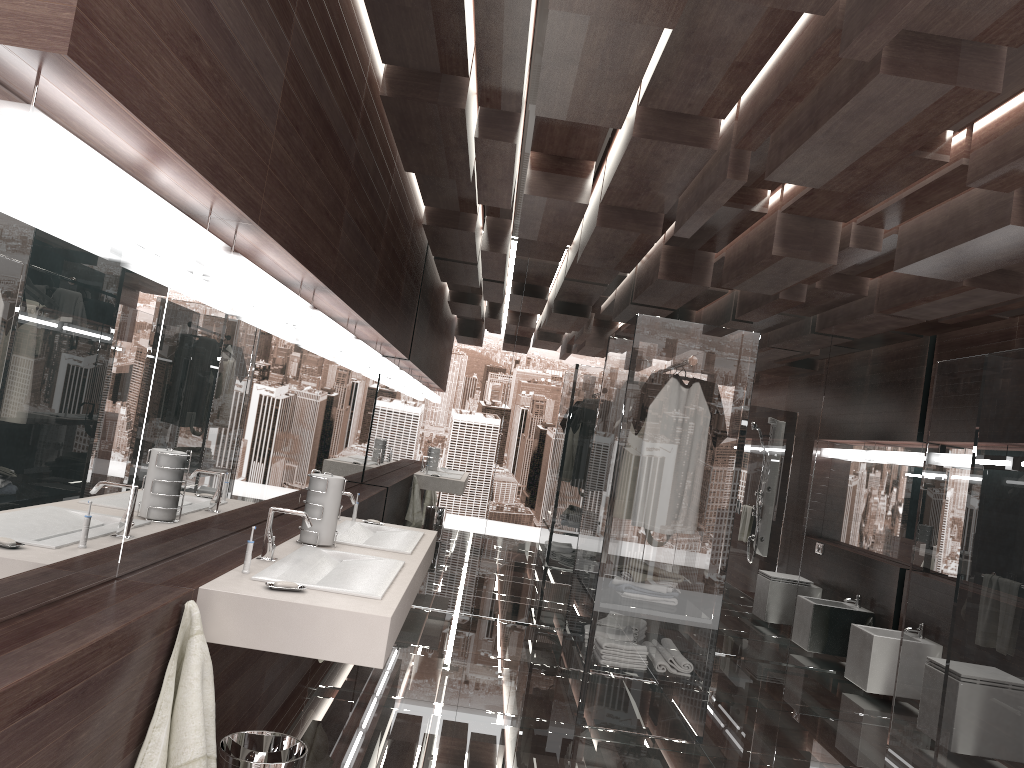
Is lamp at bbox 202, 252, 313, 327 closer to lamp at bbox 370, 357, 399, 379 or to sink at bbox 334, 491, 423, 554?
sink at bbox 334, 491, 423, 554

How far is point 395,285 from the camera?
5.0m

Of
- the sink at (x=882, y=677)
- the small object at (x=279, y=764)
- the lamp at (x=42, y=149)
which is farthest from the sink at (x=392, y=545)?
the sink at (x=882, y=677)

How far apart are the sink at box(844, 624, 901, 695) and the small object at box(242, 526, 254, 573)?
4.5m

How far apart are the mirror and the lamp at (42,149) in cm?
8

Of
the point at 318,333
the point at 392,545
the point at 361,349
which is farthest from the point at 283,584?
the point at 361,349

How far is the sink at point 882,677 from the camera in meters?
5.6 m

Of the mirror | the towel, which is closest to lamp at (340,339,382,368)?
the mirror

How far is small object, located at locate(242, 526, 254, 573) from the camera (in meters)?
2.48

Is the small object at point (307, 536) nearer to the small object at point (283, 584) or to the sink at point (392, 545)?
the sink at point (392, 545)
